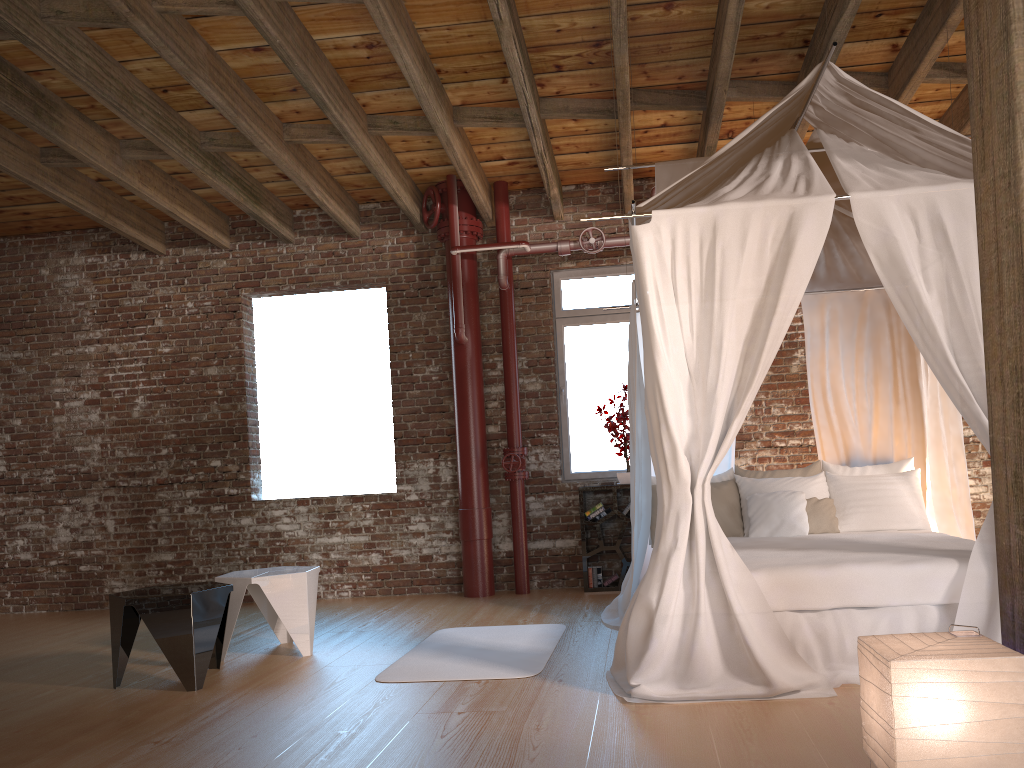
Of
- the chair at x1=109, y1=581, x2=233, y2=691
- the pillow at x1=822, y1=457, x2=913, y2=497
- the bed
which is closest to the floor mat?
the bed

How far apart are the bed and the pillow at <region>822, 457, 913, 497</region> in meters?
0.0 m

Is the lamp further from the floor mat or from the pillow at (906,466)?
the pillow at (906,466)

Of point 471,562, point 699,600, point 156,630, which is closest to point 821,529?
point 699,600

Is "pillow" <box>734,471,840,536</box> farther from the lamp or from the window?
the lamp

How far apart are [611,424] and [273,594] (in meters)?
3.04

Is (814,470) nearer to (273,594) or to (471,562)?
(471,562)

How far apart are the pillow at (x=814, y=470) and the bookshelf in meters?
1.3

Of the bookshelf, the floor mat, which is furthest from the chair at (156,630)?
the bookshelf

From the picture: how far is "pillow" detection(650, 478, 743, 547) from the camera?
5.5 meters
